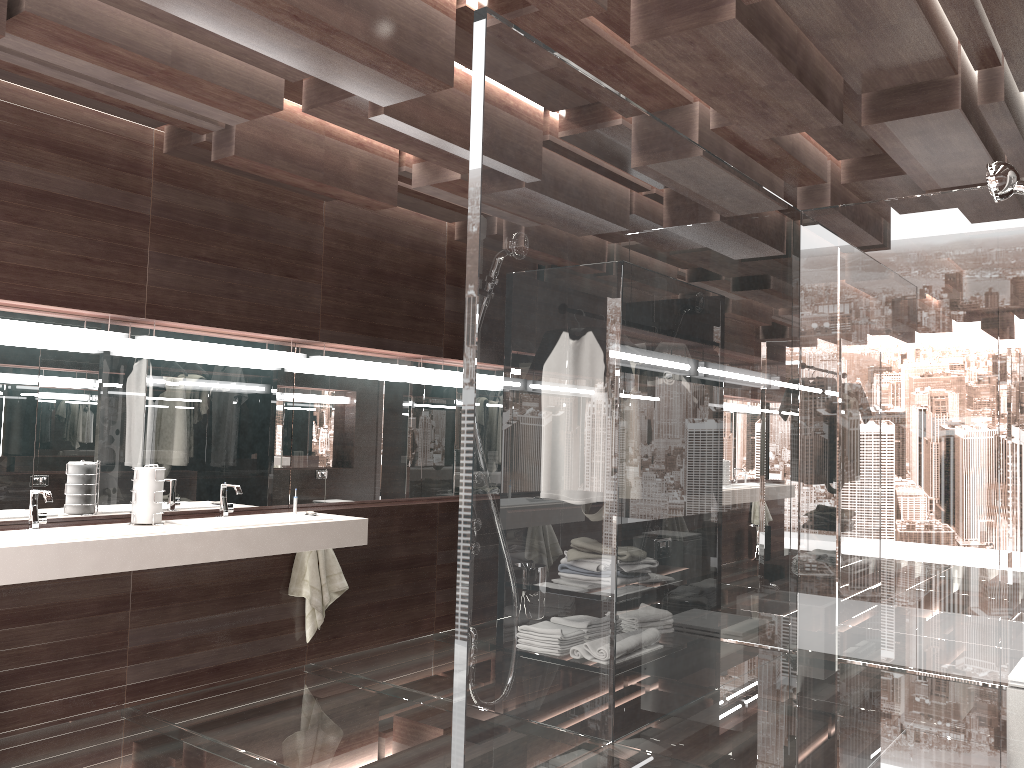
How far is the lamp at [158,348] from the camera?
4.1 meters

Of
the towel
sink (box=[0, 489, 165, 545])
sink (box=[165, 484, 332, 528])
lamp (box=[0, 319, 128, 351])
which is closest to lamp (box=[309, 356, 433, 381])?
sink (box=[165, 484, 332, 528])

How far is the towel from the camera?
4.7m

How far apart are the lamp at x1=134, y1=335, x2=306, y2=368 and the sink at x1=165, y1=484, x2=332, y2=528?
0.7 meters

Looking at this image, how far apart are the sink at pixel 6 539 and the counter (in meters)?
0.07

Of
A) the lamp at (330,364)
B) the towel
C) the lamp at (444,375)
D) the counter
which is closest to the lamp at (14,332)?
the counter

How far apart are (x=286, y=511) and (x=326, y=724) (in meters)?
1.31

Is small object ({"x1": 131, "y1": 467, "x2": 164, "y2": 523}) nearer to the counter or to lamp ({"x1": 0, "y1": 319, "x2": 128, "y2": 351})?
the counter

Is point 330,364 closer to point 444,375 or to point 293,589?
point 444,375

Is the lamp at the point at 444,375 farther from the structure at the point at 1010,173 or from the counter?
the structure at the point at 1010,173
